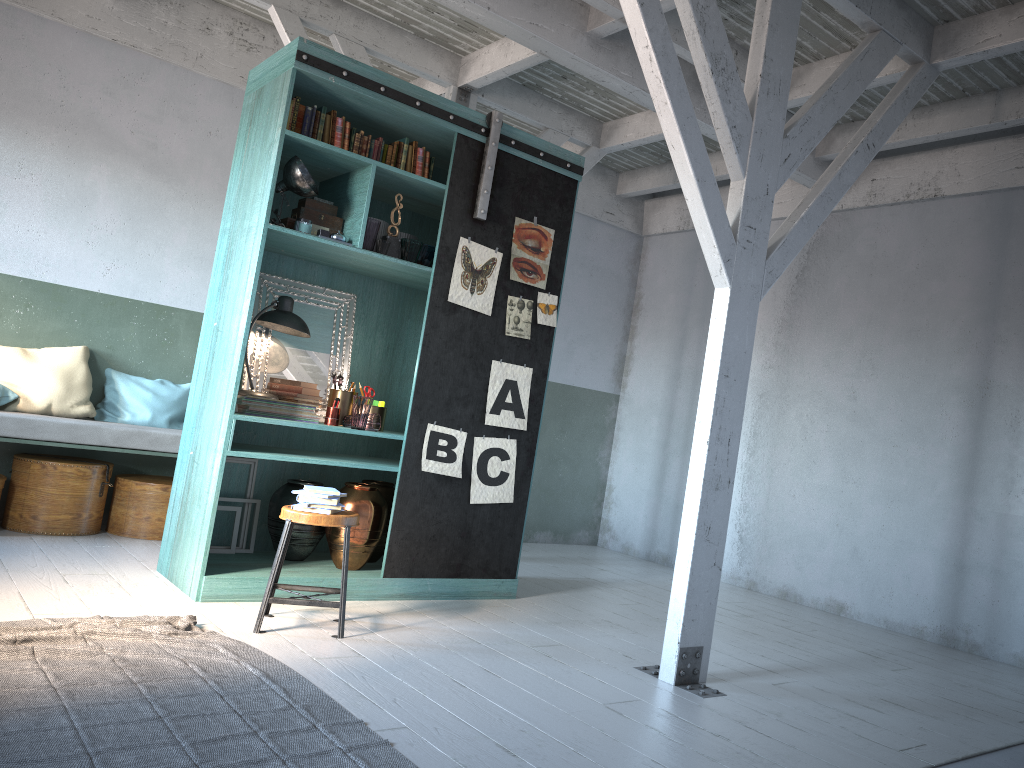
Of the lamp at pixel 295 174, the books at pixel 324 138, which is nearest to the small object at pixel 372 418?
the lamp at pixel 295 174

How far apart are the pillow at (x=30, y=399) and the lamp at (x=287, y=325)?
2.11m

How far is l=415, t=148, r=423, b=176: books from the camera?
6.14m

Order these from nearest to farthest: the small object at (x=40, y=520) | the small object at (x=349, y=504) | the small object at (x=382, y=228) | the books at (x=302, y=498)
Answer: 1. the books at (x=302, y=498)
2. the small object at (x=349, y=504)
3. the small object at (x=382, y=228)
4. the small object at (x=40, y=520)

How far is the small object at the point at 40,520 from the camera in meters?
6.8 m

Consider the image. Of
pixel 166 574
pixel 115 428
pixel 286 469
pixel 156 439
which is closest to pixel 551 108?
pixel 286 469

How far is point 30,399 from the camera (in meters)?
6.99

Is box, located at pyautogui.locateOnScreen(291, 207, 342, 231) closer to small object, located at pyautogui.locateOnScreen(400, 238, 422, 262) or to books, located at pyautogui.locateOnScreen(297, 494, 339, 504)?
small object, located at pyautogui.locateOnScreen(400, 238, 422, 262)

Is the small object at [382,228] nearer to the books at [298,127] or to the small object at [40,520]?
the books at [298,127]

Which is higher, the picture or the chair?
the picture
